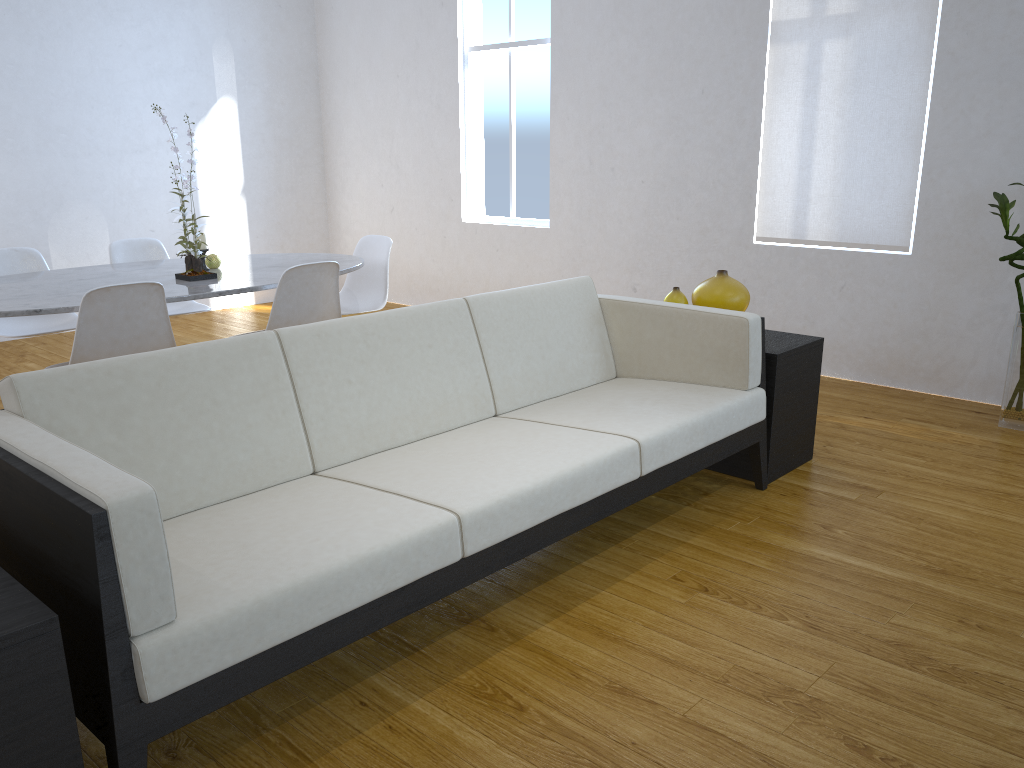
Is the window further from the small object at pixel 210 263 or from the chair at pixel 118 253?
the small object at pixel 210 263

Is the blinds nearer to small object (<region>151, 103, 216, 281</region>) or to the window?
the window

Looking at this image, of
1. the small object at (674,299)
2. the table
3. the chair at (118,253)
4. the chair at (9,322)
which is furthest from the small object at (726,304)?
the chair at (9,322)

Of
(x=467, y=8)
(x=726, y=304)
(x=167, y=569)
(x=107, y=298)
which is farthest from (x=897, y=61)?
(x=167, y=569)

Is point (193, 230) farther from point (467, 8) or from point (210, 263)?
point (467, 8)

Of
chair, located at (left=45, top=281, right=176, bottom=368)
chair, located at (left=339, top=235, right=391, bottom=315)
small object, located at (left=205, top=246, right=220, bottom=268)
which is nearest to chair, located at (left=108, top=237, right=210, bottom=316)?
small object, located at (left=205, top=246, right=220, bottom=268)

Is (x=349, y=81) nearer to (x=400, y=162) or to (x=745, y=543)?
(x=400, y=162)

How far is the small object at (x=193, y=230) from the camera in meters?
3.4 m

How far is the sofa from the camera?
1.41m

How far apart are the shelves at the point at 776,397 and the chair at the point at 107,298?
1.9 meters
